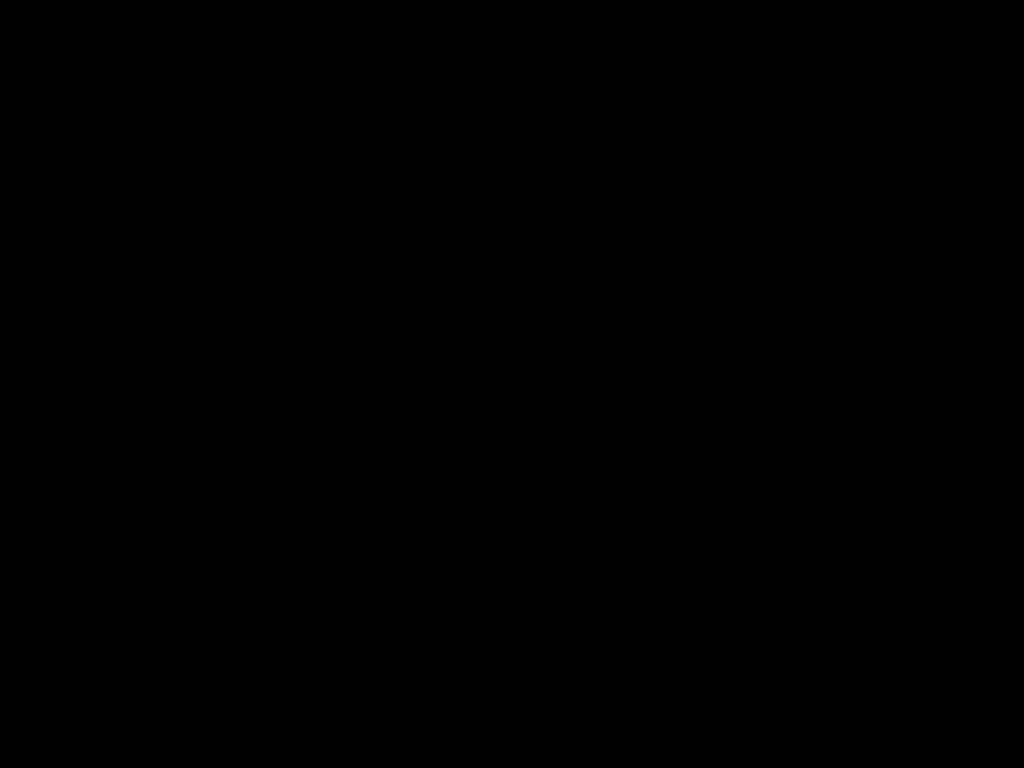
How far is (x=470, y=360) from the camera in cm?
47
